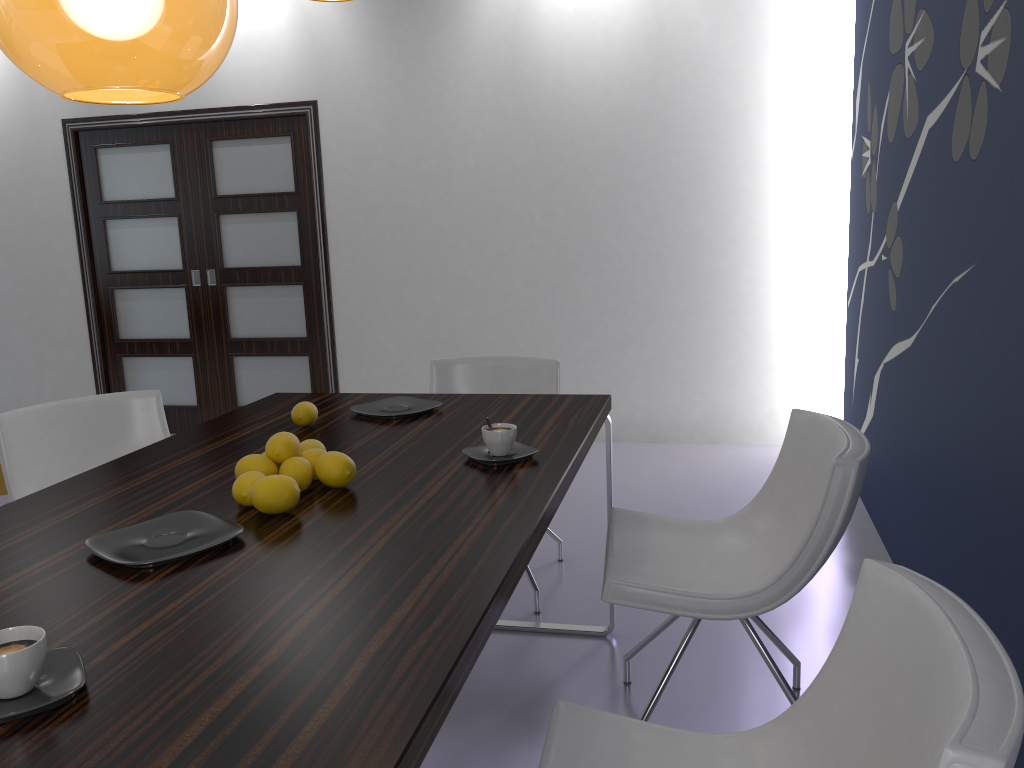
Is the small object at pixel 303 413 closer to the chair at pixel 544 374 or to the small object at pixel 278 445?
the small object at pixel 278 445

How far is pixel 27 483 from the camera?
2.7m

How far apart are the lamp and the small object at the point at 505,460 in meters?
1.0 m

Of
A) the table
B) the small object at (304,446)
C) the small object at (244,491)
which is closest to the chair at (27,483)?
the table

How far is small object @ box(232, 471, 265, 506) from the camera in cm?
172

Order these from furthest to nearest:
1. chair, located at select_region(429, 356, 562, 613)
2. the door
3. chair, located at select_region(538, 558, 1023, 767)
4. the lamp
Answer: the door
chair, located at select_region(429, 356, 562, 613)
the lamp
chair, located at select_region(538, 558, 1023, 767)

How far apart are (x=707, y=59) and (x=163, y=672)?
4.45m

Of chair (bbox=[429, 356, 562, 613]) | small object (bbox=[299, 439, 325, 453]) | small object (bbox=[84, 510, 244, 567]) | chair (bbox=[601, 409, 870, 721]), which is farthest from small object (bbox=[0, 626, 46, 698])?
chair (bbox=[429, 356, 562, 613])

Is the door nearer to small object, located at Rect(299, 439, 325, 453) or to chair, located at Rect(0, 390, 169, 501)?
chair, located at Rect(0, 390, 169, 501)

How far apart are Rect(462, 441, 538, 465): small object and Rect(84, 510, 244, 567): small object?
0.58m
